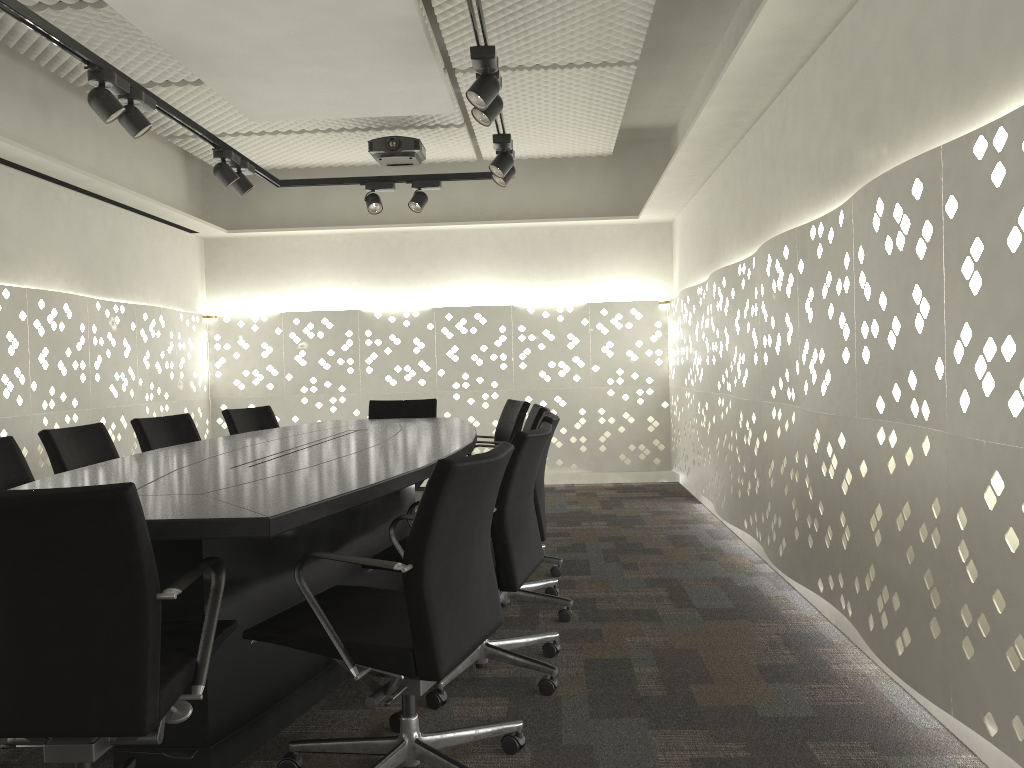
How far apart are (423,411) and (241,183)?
1.66m

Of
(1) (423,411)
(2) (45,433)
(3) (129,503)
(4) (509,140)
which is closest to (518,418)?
(1) (423,411)

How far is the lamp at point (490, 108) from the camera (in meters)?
3.41

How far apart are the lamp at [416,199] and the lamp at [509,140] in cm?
93

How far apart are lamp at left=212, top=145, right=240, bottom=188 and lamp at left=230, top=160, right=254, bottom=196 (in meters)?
0.10

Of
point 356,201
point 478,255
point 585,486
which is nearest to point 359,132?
point 356,201

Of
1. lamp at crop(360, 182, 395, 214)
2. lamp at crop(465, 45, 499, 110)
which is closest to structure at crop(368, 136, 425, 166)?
lamp at crop(360, 182, 395, 214)

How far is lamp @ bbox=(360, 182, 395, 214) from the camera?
5.3m

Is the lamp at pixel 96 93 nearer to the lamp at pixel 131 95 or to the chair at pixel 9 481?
the lamp at pixel 131 95

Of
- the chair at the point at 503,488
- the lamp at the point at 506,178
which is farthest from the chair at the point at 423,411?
the chair at the point at 503,488
